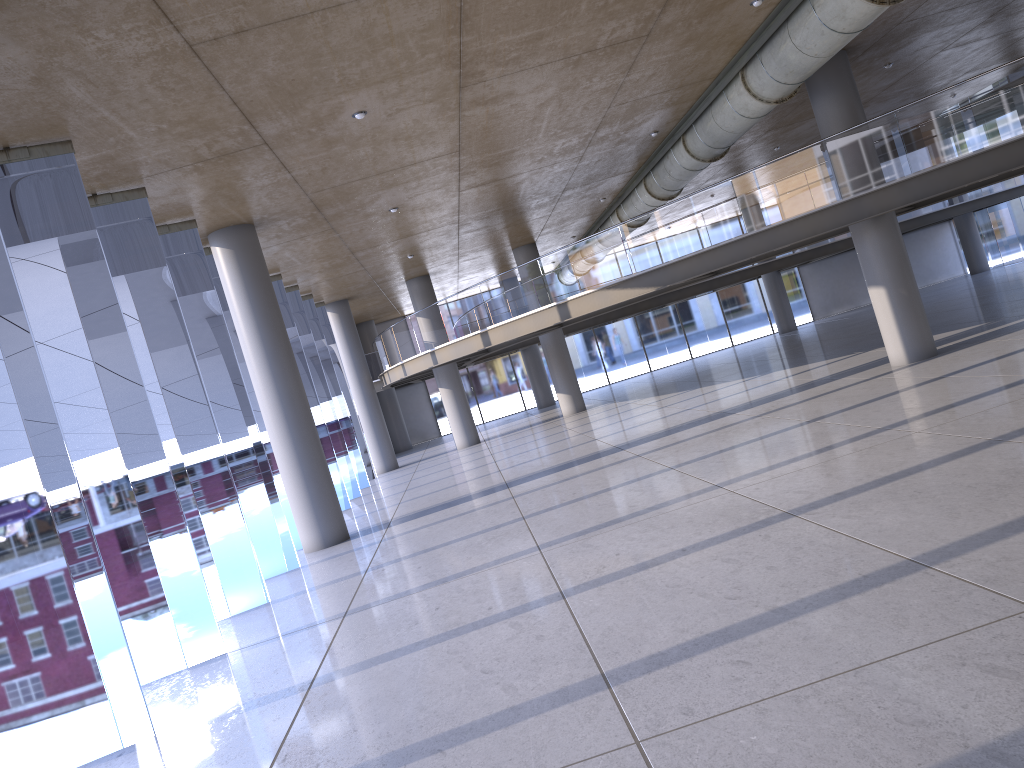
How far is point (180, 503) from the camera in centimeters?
1362cm
